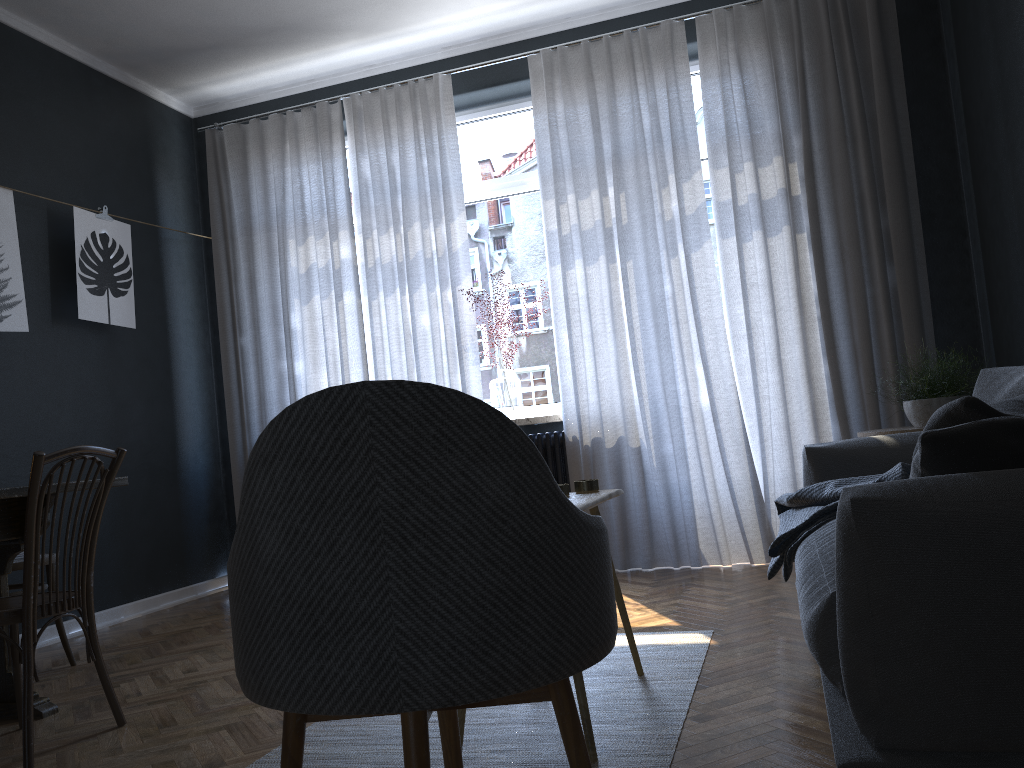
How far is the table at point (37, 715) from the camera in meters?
2.8 m

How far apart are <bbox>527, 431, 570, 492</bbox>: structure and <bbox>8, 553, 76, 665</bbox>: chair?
2.37m

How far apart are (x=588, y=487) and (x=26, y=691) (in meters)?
1.58

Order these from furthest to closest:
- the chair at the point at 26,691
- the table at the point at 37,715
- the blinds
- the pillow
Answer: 1. the blinds
2. the table at the point at 37,715
3. the chair at the point at 26,691
4. the pillow

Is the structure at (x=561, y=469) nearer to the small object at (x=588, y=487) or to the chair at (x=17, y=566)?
the small object at (x=588, y=487)

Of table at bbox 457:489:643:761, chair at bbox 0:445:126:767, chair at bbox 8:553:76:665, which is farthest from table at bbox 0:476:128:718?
table at bbox 457:489:643:761

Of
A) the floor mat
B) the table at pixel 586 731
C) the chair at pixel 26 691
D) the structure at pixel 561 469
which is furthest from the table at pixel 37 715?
the structure at pixel 561 469

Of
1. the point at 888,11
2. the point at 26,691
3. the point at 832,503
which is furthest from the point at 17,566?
the point at 888,11

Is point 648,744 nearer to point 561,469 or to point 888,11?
point 561,469

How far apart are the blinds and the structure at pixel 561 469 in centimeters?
7cm
